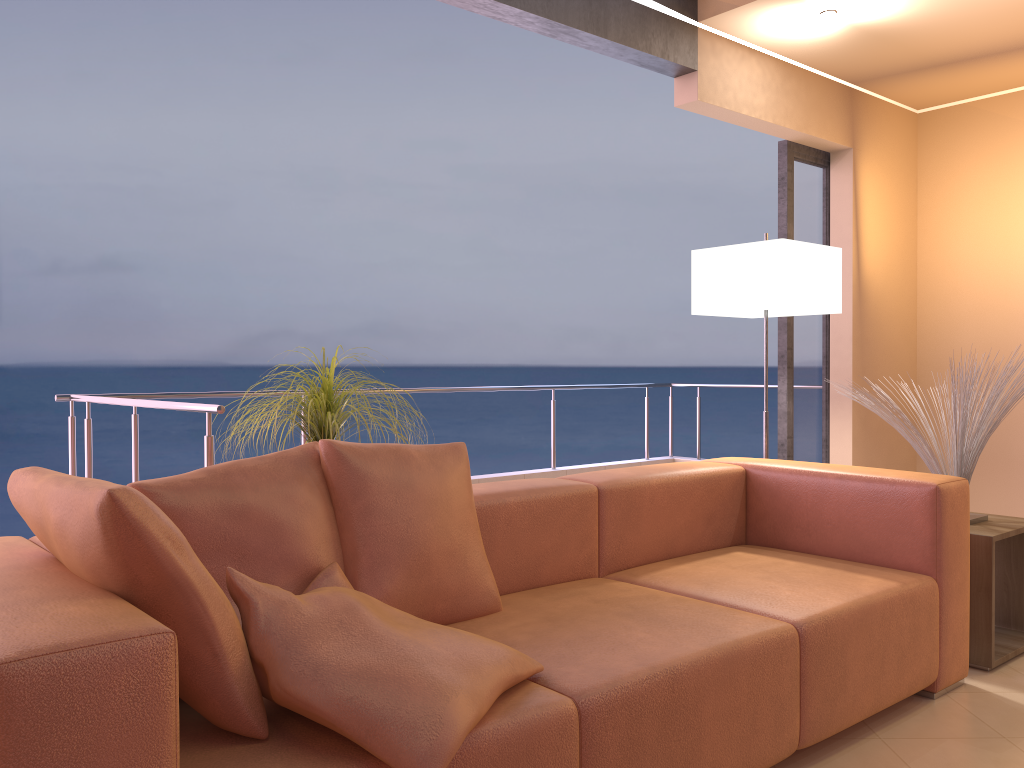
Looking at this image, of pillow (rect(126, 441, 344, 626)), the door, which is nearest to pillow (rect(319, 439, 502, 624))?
pillow (rect(126, 441, 344, 626))

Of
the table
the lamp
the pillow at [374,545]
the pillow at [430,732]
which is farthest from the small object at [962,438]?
the pillow at [430,732]

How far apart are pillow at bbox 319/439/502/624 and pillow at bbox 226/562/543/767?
0.1m

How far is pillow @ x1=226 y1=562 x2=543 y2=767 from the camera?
1.4 meters

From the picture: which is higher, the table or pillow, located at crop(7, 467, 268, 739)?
pillow, located at crop(7, 467, 268, 739)

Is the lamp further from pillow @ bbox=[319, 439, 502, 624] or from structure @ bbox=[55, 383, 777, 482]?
structure @ bbox=[55, 383, 777, 482]

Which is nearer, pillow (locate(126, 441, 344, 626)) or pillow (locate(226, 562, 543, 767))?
pillow (locate(226, 562, 543, 767))

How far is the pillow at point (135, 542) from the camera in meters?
1.3 m

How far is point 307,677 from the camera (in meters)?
1.42

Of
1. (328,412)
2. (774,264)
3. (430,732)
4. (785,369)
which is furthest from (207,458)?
(785,369)
